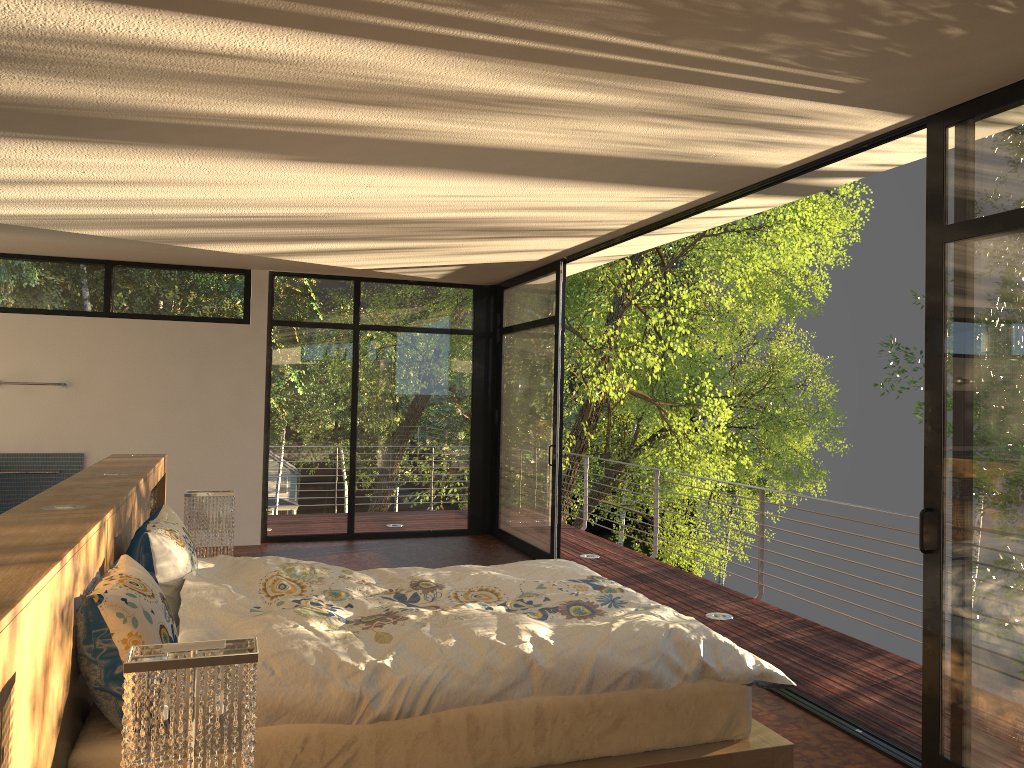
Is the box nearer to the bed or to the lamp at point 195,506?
→ the lamp at point 195,506

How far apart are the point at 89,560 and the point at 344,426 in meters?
5.9

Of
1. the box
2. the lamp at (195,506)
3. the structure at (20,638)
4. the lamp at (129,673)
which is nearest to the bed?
the structure at (20,638)

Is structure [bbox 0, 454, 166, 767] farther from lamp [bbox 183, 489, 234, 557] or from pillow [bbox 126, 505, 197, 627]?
lamp [bbox 183, 489, 234, 557]

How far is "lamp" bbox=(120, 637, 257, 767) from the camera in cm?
174

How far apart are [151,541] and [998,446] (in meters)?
2.96

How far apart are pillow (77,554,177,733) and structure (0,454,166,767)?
0.0m

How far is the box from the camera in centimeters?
525cm

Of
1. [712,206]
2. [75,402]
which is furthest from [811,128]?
[75,402]

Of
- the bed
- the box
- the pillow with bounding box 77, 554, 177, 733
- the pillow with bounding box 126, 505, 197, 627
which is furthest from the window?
the box
